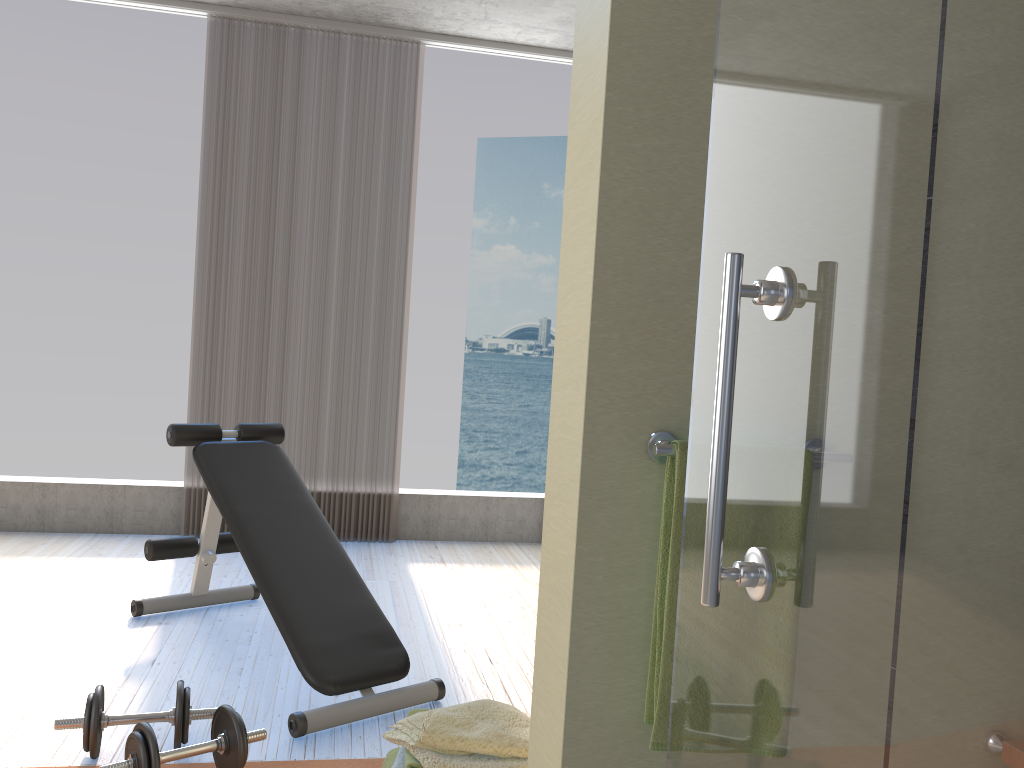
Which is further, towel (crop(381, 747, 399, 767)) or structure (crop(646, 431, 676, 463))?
towel (crop(381, 747, 399, 767))

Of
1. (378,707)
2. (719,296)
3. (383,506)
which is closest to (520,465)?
(383,506)

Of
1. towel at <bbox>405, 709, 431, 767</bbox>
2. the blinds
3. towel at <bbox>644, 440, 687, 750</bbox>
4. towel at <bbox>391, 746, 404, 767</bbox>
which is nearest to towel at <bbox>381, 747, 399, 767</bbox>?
towel at <bbox>391, 746, 404, 767</bbox>

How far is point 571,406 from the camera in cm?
129

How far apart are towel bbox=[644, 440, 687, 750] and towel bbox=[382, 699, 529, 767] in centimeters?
86cm

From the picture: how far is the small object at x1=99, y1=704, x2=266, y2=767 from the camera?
2.0m

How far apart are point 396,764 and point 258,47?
3.84m

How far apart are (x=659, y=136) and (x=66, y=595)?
3.3m

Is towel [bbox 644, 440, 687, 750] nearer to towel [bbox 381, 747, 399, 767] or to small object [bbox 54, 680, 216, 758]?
towel [bbox 381, 747, 399, 767]

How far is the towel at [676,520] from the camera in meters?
1.2 m
